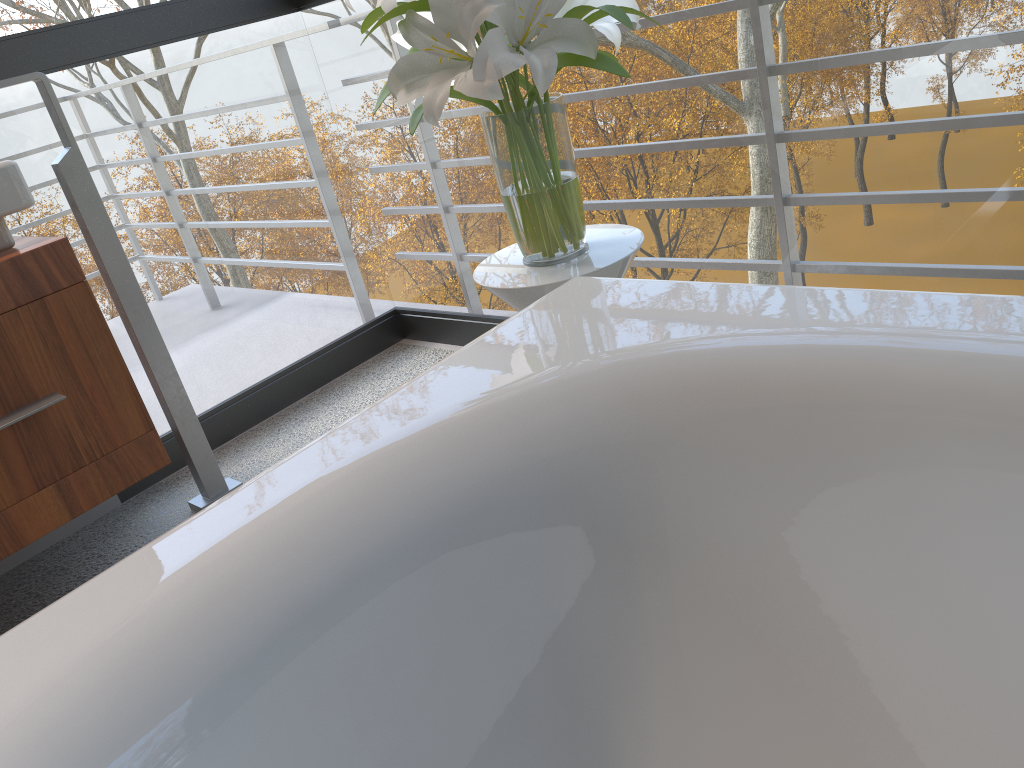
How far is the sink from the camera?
1.57m

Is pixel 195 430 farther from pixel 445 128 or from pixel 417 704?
pixel 445 128

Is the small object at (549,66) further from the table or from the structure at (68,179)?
the structure at (68,179)

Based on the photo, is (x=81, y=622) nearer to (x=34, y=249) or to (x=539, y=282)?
(x=539, y=282)

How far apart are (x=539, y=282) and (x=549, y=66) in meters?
0.3 m

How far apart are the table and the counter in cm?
71

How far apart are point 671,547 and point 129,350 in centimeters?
712cm

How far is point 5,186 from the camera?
1.57m

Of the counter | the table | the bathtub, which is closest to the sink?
the counter

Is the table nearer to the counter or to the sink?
the counter
